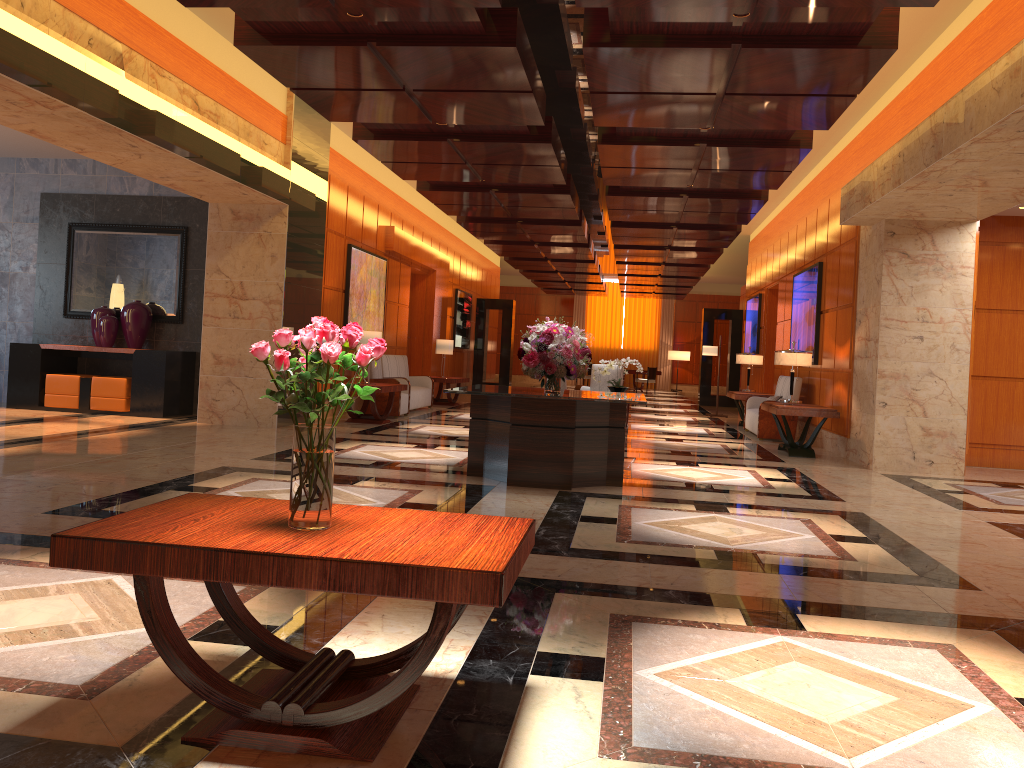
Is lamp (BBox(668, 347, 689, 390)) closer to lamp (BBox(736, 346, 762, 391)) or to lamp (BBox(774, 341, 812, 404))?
lamp (BBox(736, 346, 762, 391))

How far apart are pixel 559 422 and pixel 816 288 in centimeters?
695cm

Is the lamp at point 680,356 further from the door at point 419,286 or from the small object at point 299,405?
the small object at point 299,405

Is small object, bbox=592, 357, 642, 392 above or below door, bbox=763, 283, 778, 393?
below

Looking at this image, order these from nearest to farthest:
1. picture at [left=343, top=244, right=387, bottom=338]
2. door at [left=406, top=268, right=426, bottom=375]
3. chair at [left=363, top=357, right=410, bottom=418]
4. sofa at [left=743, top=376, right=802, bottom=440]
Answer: sofa at [left=743, top=376, right=802, bottom=440] < chair at [left=363, top=357, right=410, bottom=418] < picture at [left=343, top=244, right=387, bottom=338] < door at [left=406, top=268, right=426, bottom=375]

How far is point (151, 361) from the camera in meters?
11.3 m

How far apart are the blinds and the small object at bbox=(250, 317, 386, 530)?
32.0m

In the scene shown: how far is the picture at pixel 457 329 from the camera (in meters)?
21.68

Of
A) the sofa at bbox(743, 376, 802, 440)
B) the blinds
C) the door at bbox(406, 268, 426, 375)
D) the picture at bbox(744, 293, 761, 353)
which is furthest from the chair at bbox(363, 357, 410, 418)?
the blinds

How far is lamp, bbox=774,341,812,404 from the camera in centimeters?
1095cm
